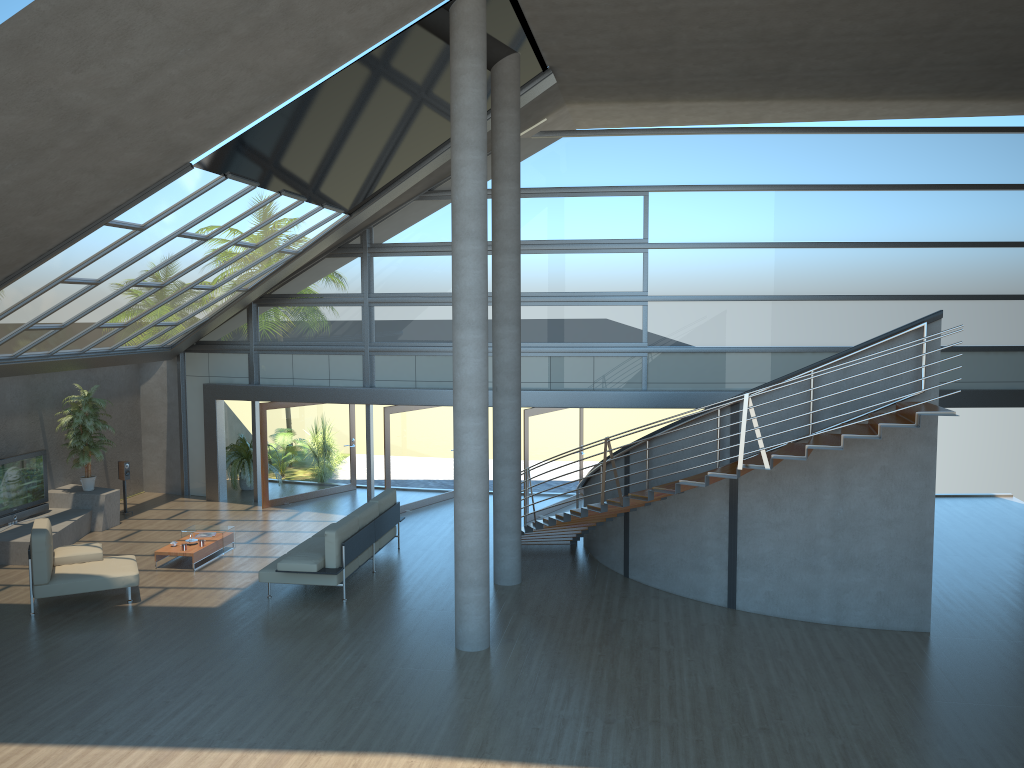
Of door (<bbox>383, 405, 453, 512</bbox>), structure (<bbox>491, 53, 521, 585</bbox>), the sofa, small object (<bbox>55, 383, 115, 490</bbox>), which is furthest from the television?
structure (<bbox>491, 53, 521, 585</bbox>)

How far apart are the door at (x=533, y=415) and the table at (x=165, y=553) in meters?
5.1 m

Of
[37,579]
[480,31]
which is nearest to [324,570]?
[37,579]

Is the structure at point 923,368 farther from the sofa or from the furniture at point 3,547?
the furniture at point 3,547

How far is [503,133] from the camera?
11.34m

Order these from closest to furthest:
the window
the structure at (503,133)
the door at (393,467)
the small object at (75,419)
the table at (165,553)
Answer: the structure at (503,133), the table at (165,553), the small object at (75,419), the window, the door at (393,467)

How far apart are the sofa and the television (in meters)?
4.96

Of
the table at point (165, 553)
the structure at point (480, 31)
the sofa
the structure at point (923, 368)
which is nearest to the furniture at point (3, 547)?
the table at point (165, 553)

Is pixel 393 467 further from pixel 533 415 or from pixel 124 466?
pixel 124 466

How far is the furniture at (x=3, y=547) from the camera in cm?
1285
